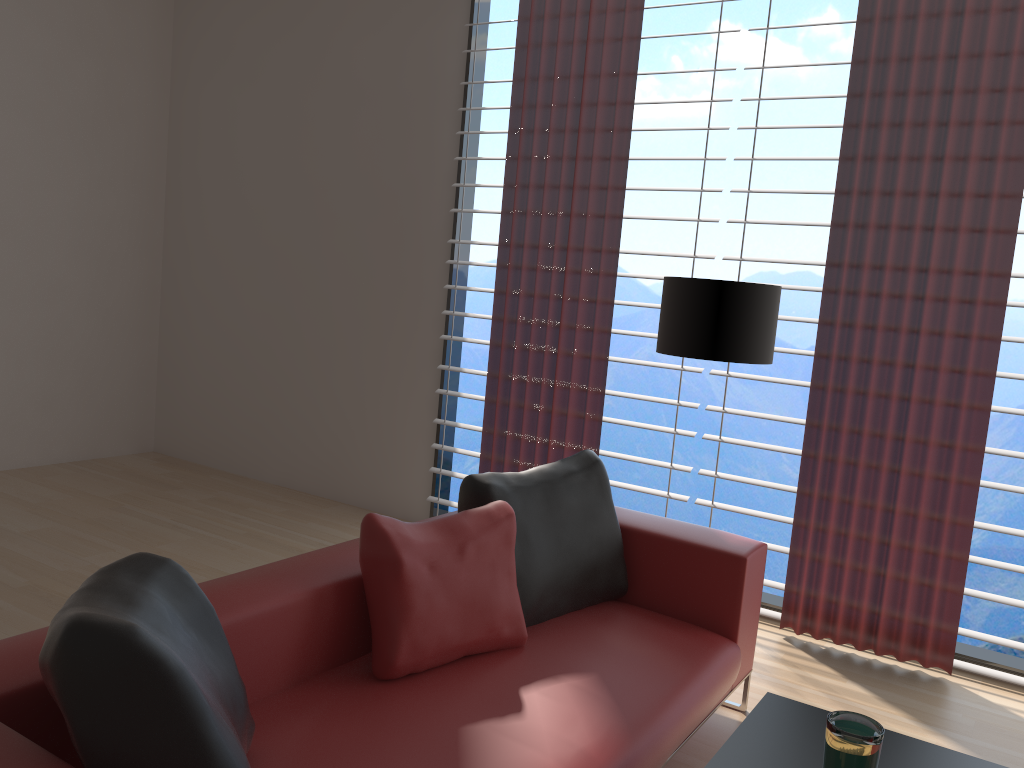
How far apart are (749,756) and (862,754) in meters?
0.4

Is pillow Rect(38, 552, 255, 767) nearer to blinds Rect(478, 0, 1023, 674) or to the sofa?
the sofa

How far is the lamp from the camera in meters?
4.1 m

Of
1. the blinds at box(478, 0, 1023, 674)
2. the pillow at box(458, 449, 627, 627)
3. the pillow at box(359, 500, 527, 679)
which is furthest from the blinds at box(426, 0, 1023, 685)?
the pillow at box(359, 500, 527, 679)

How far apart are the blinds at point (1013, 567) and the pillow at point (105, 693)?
3.50m

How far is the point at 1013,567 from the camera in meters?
4.5 m

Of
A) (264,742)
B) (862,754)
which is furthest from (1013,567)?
(264,742)

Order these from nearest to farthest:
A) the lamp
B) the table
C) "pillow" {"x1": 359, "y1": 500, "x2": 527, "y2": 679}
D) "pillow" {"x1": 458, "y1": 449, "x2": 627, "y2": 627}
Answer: the table, "pillow" {"x1": 359, "y1": 500, "x2": 527, "y2": 679}, "pillow" {"x1": 458, "y1": 449, "x2": 627, "y2": 627}, the lamp

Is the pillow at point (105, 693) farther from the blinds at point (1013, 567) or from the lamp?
the blinds at point (1013, 567)

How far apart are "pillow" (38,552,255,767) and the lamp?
2.6m
